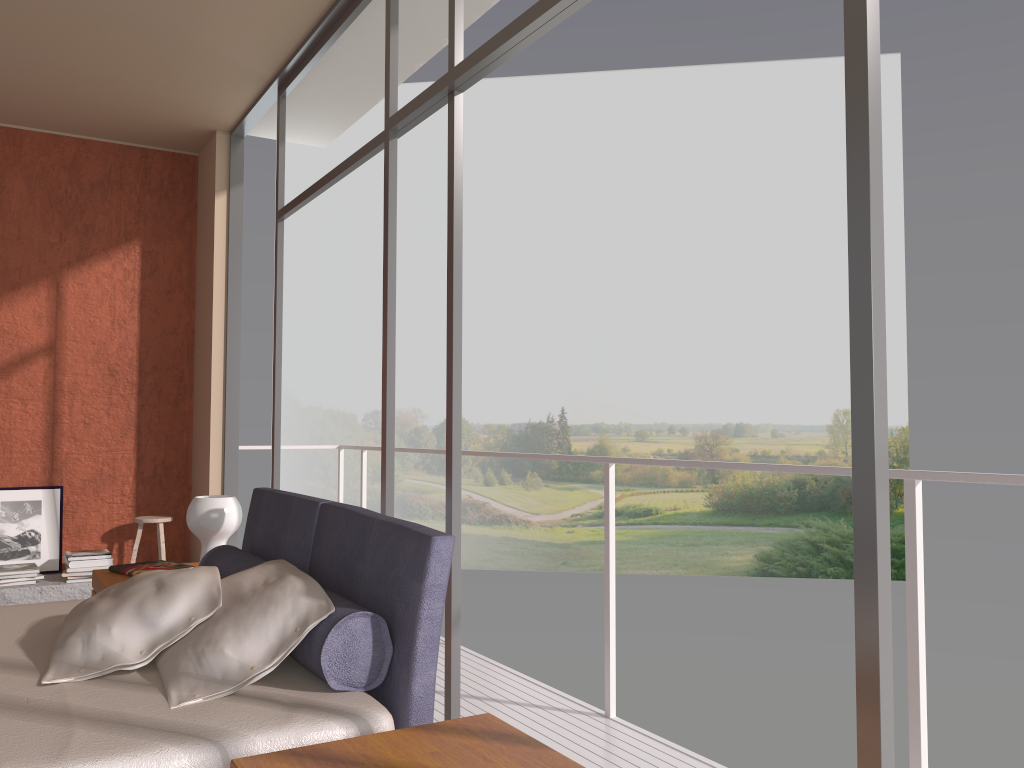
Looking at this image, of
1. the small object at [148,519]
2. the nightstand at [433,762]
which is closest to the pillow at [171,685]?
the nightstand at [433,762]

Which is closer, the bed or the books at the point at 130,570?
the bed

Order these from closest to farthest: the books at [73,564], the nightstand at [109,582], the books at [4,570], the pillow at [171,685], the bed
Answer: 1. the bed
2. the pillow at [171,685]
3. the nightstand at [109,582]
4. the books at [4,570]
5. the books at [73,564]

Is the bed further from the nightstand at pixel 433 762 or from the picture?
the picture

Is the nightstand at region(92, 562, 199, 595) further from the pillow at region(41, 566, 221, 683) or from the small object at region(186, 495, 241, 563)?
the pillow at region(41, 566, 221, 683)

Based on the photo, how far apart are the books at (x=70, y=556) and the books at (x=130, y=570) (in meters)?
1.75

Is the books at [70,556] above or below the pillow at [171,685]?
below

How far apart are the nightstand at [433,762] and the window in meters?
0.5

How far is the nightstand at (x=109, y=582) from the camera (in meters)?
3.62

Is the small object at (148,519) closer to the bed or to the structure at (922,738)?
the structure at (922,738)
